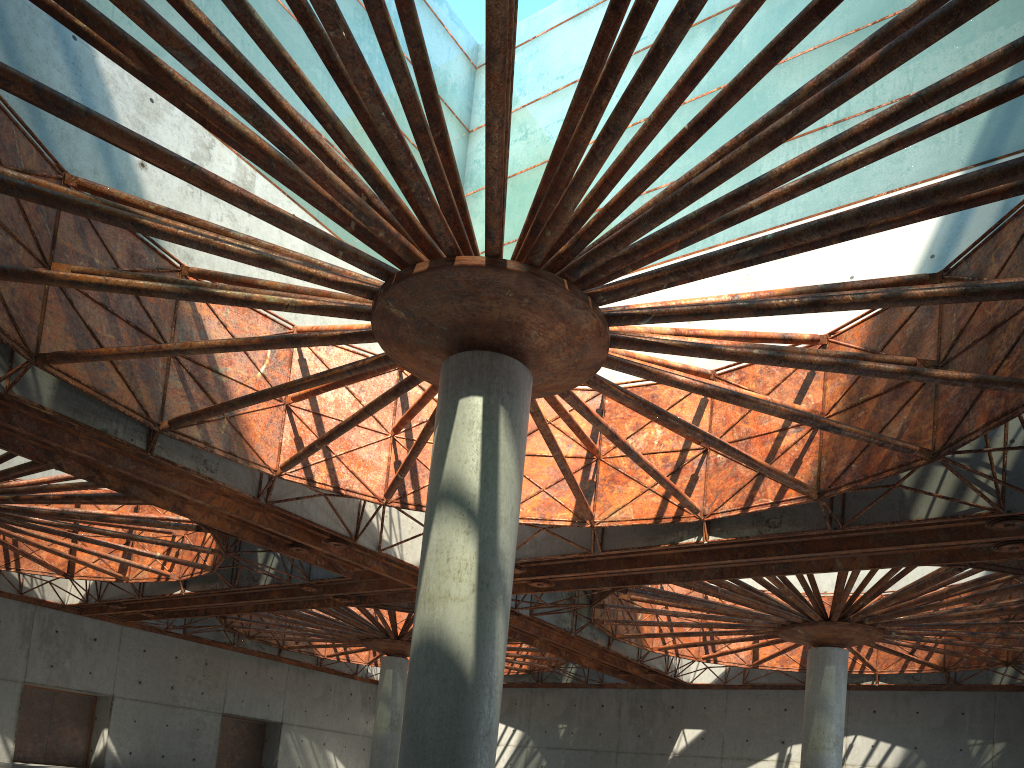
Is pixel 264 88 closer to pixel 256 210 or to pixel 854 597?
pixel 256 210

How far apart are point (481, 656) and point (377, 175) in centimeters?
918cm
